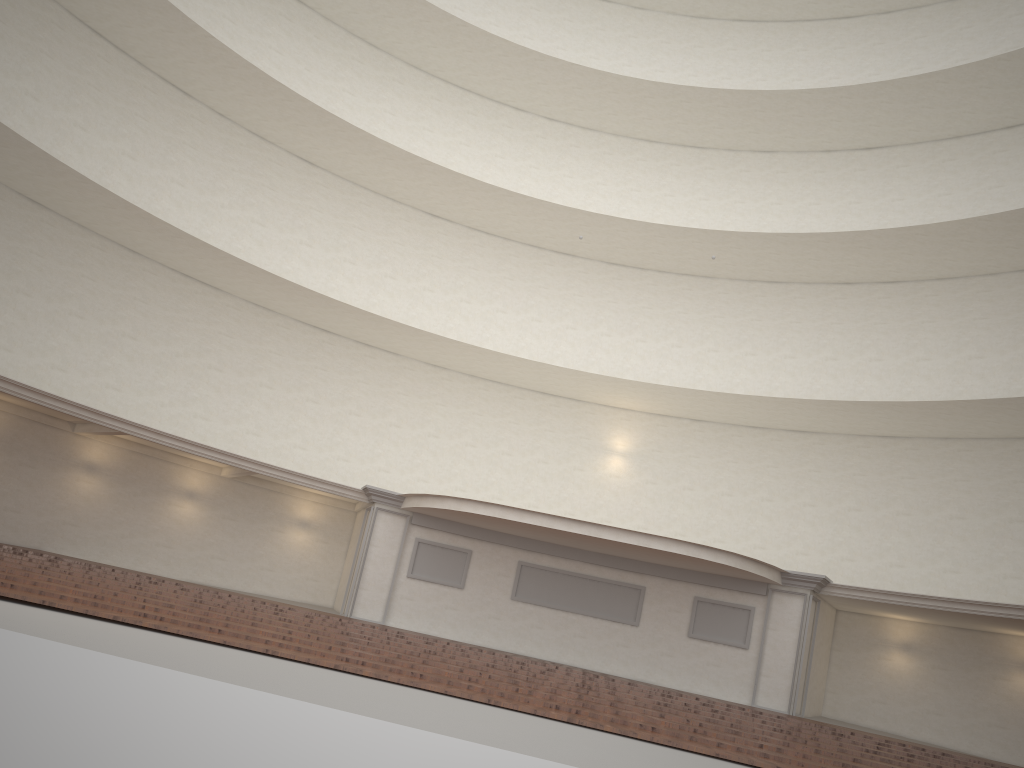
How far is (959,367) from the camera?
21.5m

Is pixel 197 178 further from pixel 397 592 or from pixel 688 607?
pixel 688 607
